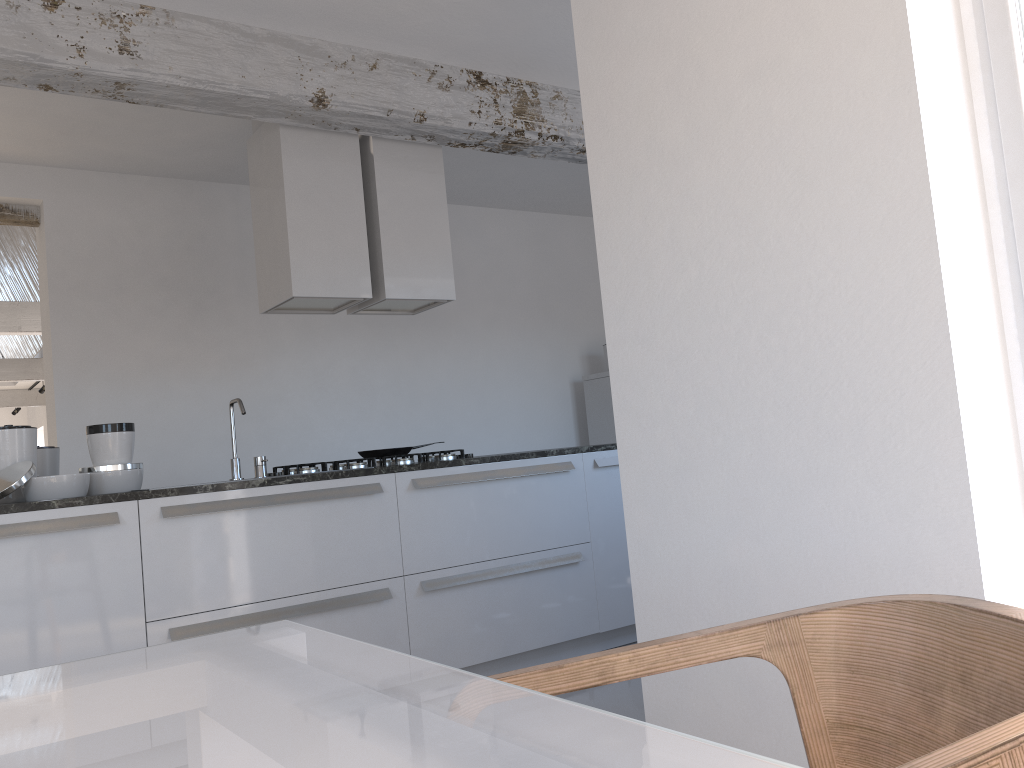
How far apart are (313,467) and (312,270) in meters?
0.9

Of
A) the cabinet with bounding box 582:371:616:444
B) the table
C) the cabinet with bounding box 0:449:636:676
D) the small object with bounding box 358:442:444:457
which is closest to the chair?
the table

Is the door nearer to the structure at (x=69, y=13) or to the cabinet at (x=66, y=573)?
the cabinet at (x=66, y=573)

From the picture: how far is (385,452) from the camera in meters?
4.5 m

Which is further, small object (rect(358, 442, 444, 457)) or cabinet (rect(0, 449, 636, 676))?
small object (rect(358, 442, 444, 457))

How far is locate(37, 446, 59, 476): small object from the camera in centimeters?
380cm

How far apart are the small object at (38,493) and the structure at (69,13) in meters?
Answer: 1.3

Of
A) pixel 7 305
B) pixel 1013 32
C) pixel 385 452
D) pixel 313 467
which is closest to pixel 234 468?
pixel 313 467

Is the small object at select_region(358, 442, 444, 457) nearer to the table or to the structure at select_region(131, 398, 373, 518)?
the structure at select_region(131, 398, 373, 518)

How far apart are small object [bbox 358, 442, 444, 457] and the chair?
3.4 meters
